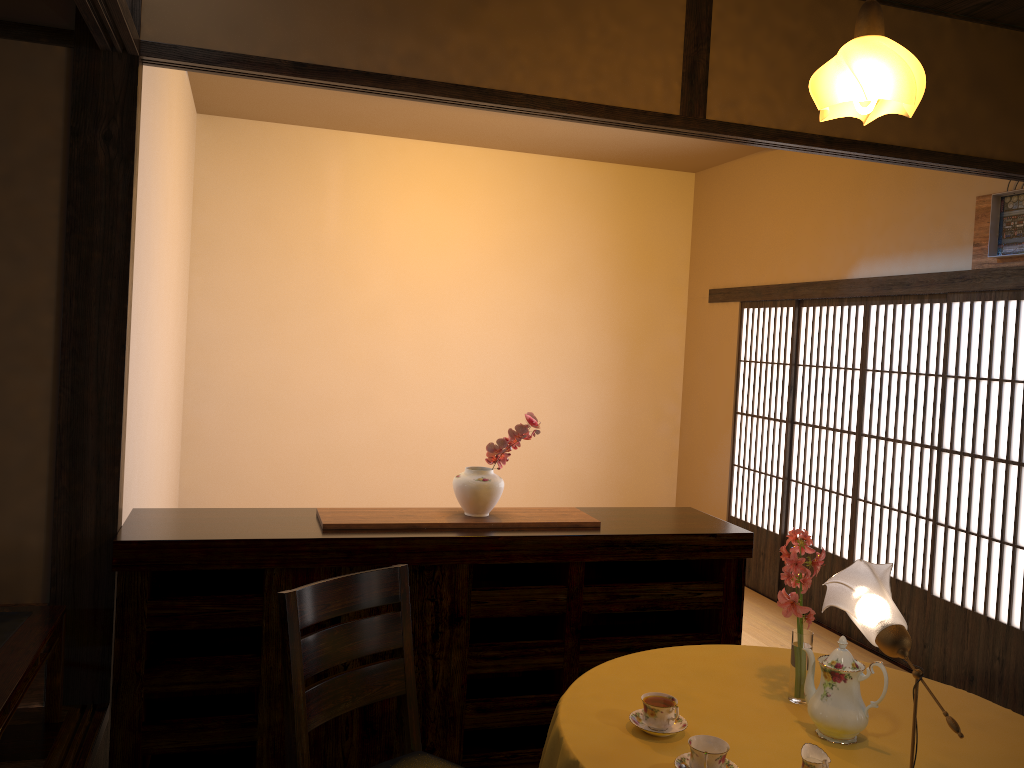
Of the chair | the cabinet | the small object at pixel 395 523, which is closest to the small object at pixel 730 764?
the chair

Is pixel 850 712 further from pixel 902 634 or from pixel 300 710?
pixel 300 710

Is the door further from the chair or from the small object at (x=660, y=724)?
the chair

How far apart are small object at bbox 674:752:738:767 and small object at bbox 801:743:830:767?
0.16m

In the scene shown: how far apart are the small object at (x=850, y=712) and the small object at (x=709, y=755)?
0.34m

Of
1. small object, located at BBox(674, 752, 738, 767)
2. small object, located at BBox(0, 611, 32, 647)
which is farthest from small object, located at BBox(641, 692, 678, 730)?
small object, located at BBox(0, 611, 32, 647)

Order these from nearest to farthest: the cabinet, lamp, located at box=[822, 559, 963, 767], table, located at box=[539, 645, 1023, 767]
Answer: lamp, located at box=[822, 559, 963, 767] → table, located at box=[539, 645, 1023, 767] → the cabinet

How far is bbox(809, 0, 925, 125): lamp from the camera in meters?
2.1 m

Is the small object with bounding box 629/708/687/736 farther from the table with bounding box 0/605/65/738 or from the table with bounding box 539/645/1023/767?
the table with bounding box 0/605/65/738

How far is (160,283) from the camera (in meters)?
4.09
